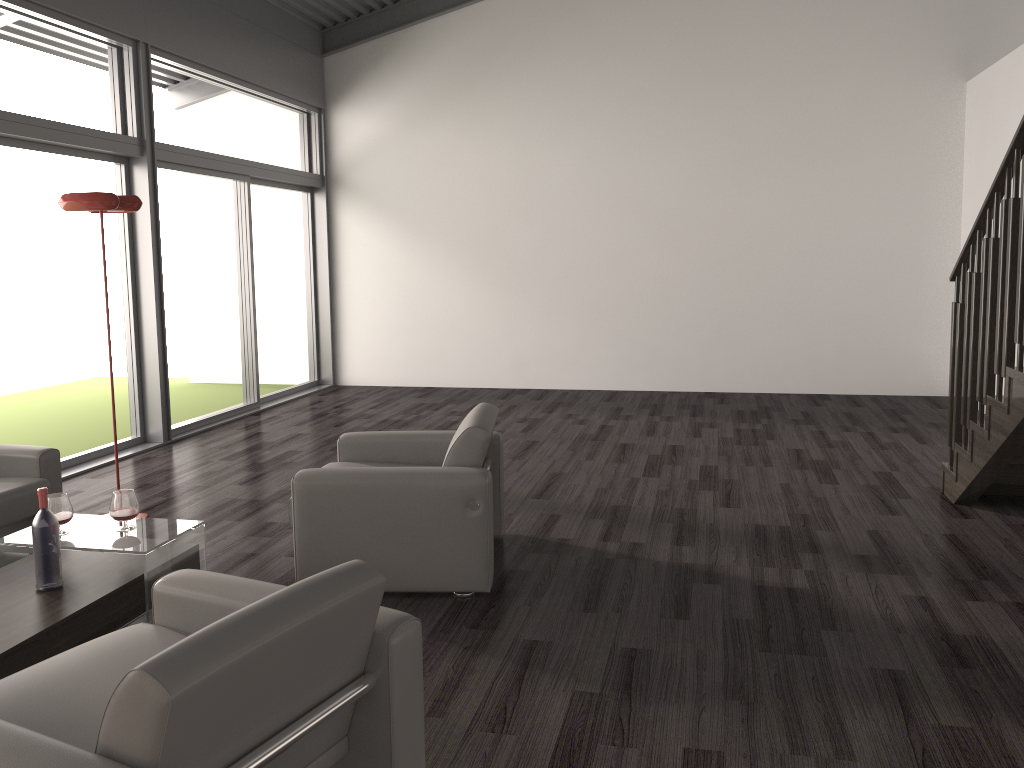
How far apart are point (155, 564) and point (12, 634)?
0.60m

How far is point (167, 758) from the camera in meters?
1.6 m

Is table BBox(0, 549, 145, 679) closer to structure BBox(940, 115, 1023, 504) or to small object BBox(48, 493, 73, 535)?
small object BBox(48, 493, 73, 535)

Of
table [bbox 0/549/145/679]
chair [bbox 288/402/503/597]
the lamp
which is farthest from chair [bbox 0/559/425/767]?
the lamp

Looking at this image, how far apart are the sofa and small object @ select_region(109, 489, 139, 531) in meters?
0.7

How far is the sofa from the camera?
3.99m

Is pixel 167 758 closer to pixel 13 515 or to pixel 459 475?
pixel 459 475

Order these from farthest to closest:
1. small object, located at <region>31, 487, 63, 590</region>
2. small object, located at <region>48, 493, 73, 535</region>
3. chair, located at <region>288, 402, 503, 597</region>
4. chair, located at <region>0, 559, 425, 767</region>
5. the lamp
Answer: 1. the lamp
2. chair, located at <region>288, 402, 503, 597</region>
3. small object, located at <region>48, 493, 73, 535</region>
4. small object, located at <region>31, 487, 63, 590</region>
5. chair, located at <region>0, 559, 425, 767</region>

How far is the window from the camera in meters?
6.1 m

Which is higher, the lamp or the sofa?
the lamp
